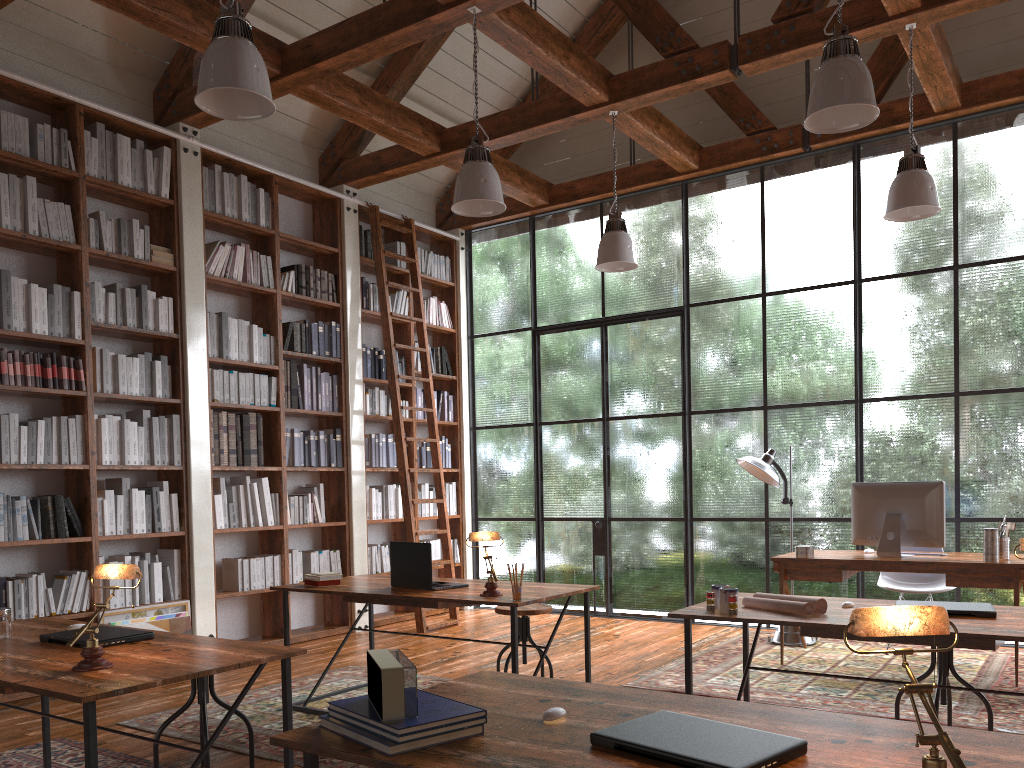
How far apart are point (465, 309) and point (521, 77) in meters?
2.2

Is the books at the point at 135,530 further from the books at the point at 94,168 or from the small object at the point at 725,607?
the small object at the point at 725,607

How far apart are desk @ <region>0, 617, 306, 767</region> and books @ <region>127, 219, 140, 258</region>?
2.91m

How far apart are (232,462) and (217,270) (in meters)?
1.35

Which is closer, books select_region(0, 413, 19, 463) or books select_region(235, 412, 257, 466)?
books select_region(0, 413, 19, 463)

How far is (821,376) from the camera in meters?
6.6 m

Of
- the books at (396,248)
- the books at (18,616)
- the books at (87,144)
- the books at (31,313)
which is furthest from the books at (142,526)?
the books at (396,248)

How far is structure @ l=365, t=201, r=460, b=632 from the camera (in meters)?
6.98

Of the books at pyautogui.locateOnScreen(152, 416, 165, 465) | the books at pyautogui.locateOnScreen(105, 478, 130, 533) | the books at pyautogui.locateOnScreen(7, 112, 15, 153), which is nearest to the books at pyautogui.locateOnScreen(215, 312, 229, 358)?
the books at pyautogui.locateOnScreen(152, 416, 165, 465)

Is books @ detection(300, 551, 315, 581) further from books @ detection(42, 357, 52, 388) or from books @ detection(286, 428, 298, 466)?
books @ detection(42, 357, 52, 388)
